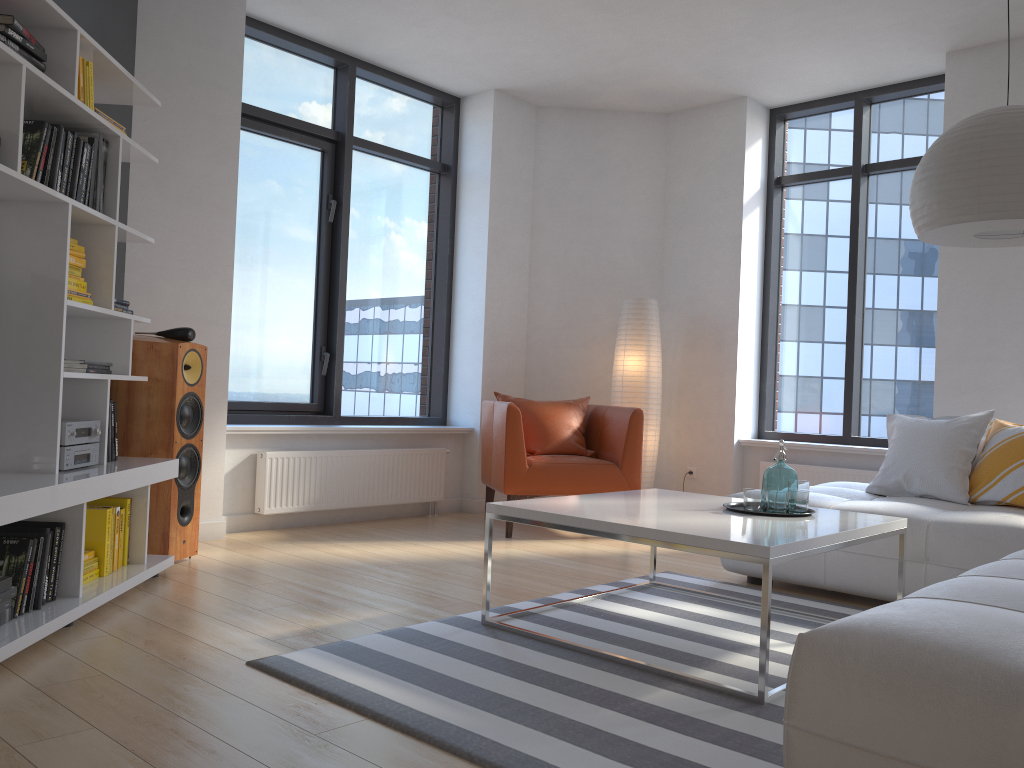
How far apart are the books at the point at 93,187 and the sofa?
2.9m

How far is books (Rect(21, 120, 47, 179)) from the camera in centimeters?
289cm

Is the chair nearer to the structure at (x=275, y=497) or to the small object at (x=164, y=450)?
the structure at (x=275, y=497)

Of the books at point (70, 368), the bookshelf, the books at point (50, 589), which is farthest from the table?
the books at point (70, 368)

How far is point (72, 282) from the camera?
3.3 meters

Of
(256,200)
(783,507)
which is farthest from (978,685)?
(256,200)

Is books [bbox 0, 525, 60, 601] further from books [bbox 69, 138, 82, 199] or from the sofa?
the sofa

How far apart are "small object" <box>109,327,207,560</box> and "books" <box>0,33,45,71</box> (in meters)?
1.33

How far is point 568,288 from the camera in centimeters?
659cm

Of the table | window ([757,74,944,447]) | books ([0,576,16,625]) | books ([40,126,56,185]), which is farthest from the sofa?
books ([40,126,56,185])
